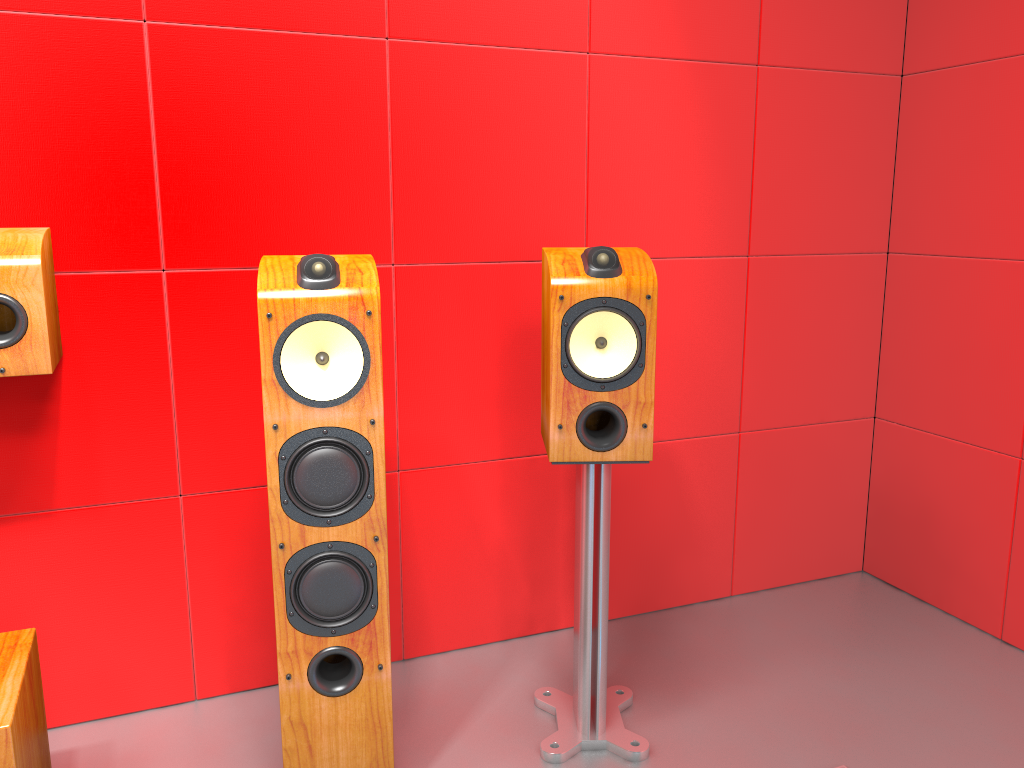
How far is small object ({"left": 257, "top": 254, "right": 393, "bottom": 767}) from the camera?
1.5m

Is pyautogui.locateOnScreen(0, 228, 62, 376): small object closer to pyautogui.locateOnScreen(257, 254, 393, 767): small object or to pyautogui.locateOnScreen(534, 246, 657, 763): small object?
pyautogui.locateOnScreen(257, 254, 393, 767): small object

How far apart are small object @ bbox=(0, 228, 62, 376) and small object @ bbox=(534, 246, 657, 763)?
0.9 meters

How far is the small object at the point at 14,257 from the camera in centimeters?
158cm

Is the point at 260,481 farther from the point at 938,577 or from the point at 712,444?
the point at 938,577

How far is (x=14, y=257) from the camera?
1.6 meters

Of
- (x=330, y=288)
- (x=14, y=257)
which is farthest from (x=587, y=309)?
(x=14, y=257)

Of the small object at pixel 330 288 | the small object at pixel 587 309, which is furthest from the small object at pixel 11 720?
the small object at pixel 587 309

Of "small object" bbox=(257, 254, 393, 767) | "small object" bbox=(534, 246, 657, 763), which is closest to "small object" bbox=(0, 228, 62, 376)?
"small object" bbox=(257, 254, 393, 767)

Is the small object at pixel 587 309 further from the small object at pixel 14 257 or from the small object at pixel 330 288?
the small object at pixel 14 257
